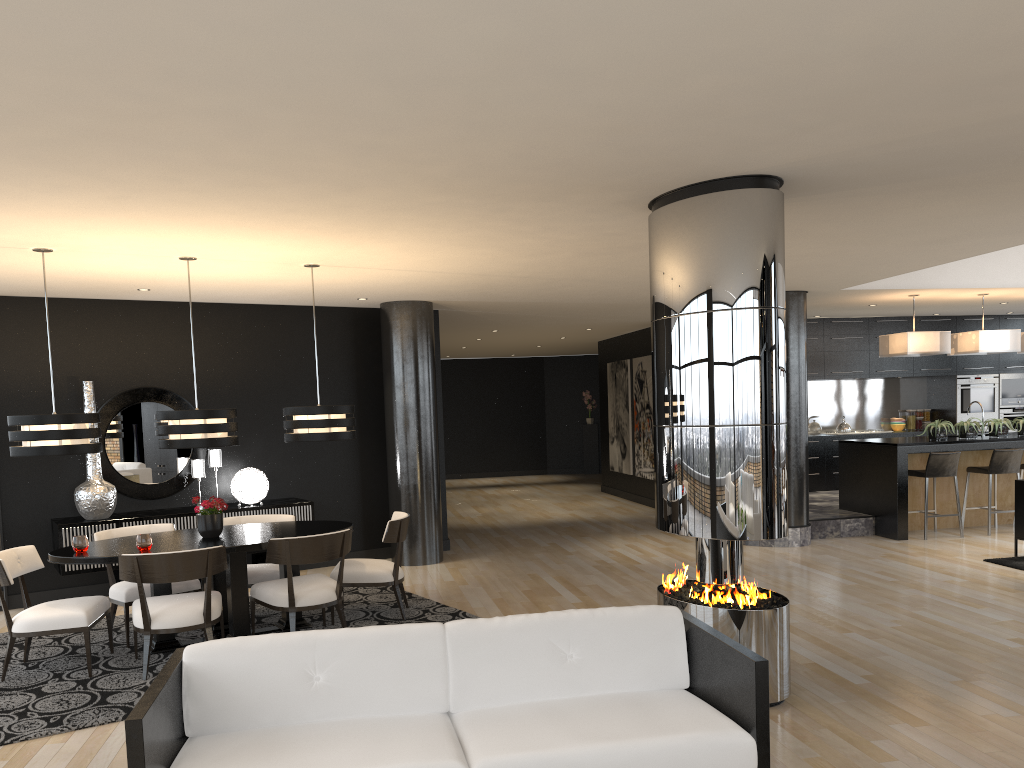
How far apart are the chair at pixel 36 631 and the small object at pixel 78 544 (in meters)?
0.34

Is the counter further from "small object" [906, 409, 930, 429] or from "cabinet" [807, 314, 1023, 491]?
"small object" [906, 409, 930, 429]

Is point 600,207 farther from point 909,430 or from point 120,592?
point 909,430

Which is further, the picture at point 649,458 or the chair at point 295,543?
the picture at point 649,458

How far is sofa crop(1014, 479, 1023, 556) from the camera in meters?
8.4

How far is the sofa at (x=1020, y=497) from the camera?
8.37m

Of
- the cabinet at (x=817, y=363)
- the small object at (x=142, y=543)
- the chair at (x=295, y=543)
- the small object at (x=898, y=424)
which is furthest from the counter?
the small object at (x=142, y=543)

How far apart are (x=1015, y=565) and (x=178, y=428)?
7.19m

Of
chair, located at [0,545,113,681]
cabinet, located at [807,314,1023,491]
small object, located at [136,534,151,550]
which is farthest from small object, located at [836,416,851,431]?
chair, located at [0,545,113,681]

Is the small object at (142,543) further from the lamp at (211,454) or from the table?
the lamp at (211,454)
